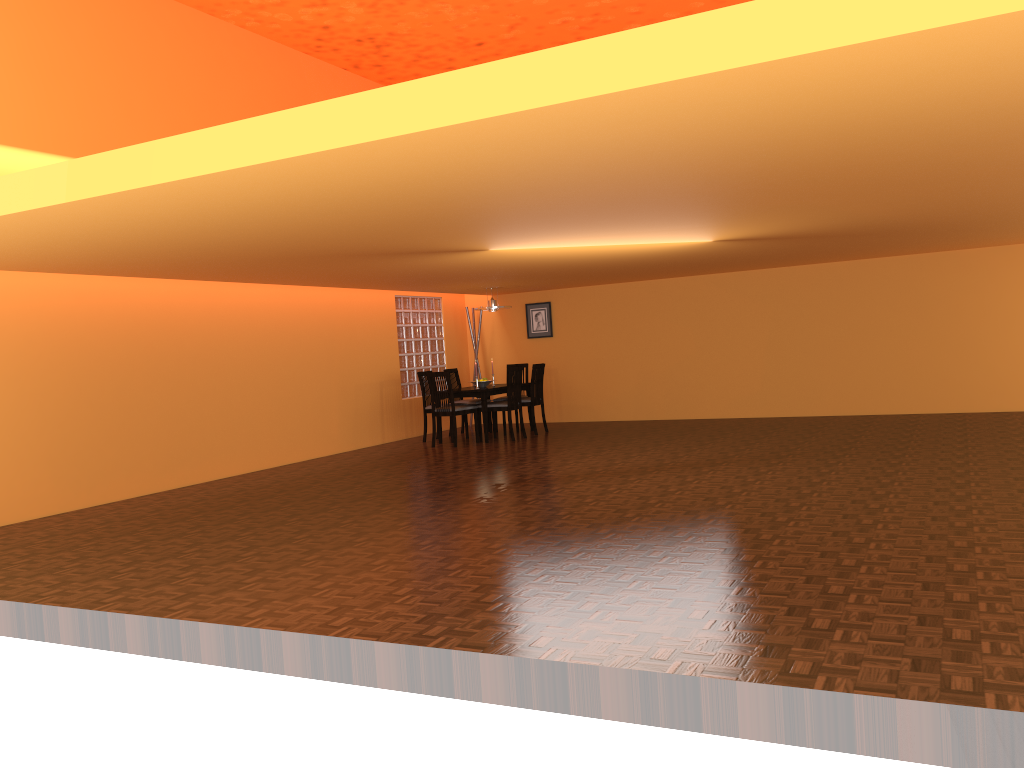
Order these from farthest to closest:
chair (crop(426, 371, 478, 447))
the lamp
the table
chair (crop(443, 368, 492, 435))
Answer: chair (crop(443, 368, 492, 435))
the lamp
the table
chair (crop(426, 371, 478, 447))

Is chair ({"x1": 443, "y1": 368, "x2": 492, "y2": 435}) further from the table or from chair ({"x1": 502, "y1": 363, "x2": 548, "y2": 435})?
chair ({"x1": 502, "y1": 363, "x2": 548, "y2": 435})

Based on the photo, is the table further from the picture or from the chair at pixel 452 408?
the picture

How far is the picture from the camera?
11.5m

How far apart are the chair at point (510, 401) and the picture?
1.9 meters

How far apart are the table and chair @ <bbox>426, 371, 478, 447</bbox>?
0.1 meters

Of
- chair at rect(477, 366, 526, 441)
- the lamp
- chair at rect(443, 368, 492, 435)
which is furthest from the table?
the lamp

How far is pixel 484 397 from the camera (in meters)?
9.46

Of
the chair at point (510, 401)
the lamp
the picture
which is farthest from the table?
the picture

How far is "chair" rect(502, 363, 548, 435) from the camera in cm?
1004
